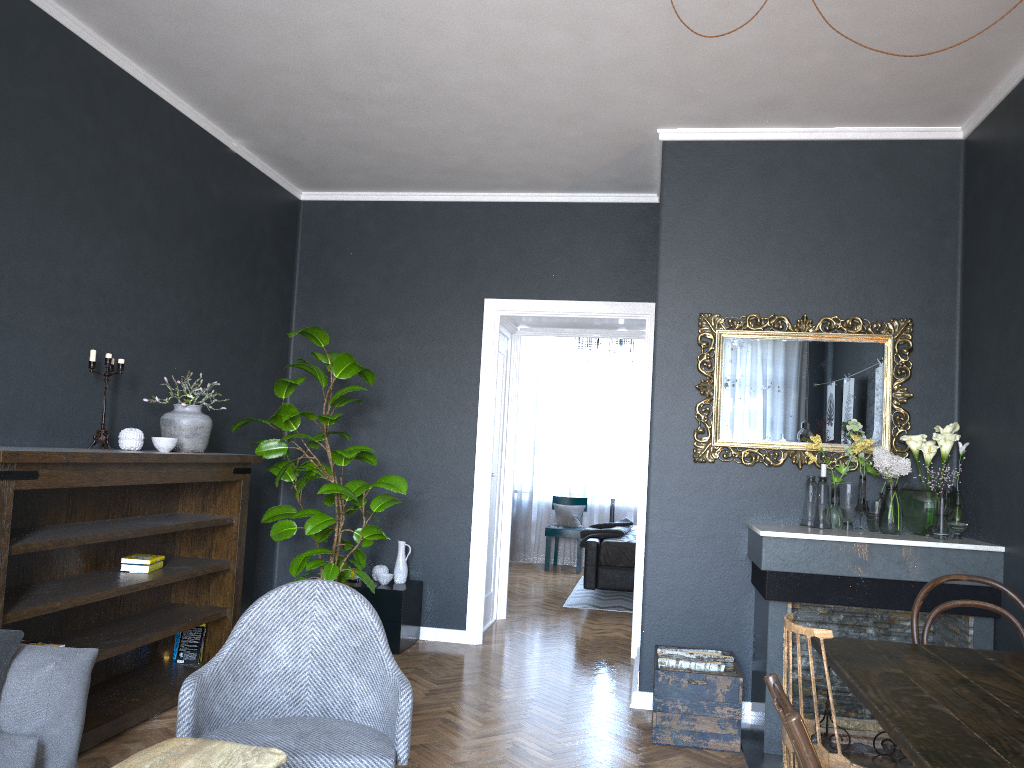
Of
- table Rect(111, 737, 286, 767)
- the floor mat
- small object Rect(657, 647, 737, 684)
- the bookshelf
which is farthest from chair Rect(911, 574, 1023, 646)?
the floor mat

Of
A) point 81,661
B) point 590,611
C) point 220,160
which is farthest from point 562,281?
point 81,661

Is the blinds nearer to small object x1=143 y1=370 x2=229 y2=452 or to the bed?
the bed

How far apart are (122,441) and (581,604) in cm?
459

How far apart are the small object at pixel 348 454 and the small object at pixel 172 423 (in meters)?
0.44

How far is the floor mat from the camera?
7.5m

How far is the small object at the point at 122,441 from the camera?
3.9m

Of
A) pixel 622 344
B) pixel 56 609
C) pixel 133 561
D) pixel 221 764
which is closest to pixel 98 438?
pixel 133 561

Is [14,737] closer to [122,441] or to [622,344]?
[122,441]

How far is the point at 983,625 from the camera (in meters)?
3.76
